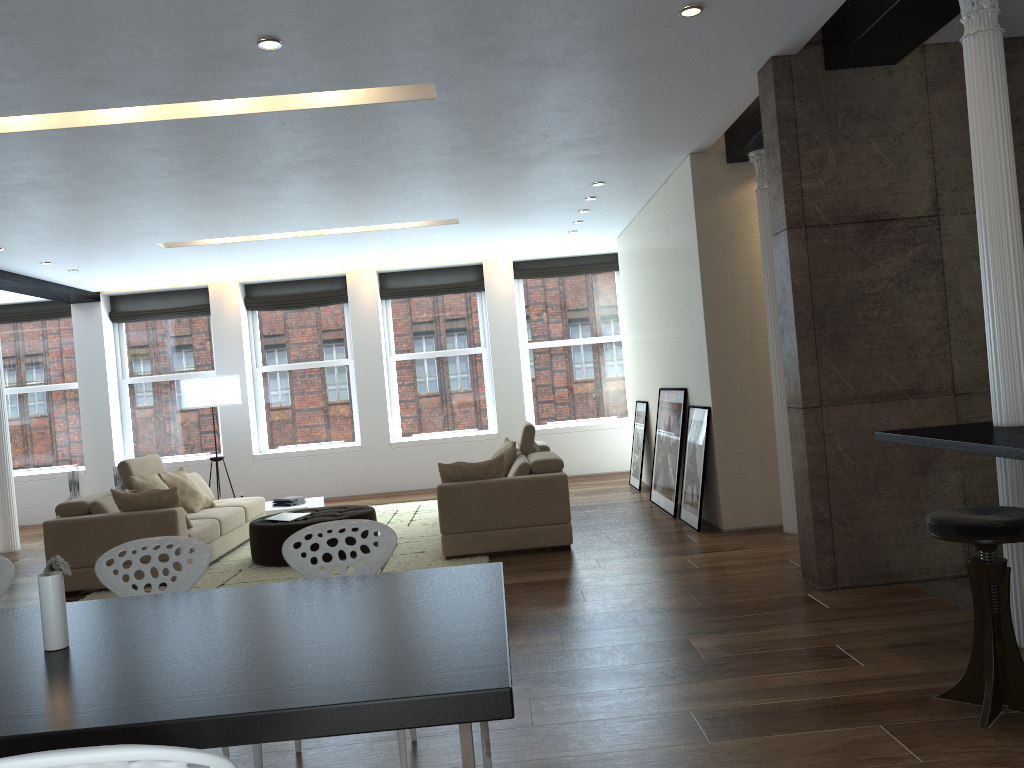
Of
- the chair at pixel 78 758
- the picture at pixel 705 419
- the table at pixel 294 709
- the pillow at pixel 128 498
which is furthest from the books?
the chair at pixel 78 758

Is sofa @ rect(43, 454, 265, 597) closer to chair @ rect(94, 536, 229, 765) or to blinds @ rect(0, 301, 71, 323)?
chair @ rect(94, 536, 229, 765)

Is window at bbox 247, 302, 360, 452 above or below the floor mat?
above

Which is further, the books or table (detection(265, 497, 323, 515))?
table (detection(265, 497, 323, 515))

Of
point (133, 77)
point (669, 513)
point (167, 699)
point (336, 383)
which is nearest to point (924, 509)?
point (669, 513)

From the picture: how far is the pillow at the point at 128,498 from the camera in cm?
674

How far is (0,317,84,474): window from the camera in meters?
12.1 m

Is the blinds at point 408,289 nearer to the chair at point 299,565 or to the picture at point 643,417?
the picture at point 643,417

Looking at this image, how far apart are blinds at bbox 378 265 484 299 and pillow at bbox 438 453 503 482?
5.6m

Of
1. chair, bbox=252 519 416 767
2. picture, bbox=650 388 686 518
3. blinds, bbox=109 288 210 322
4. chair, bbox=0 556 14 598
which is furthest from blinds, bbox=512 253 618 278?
chair, bbox=0 556 14 598
